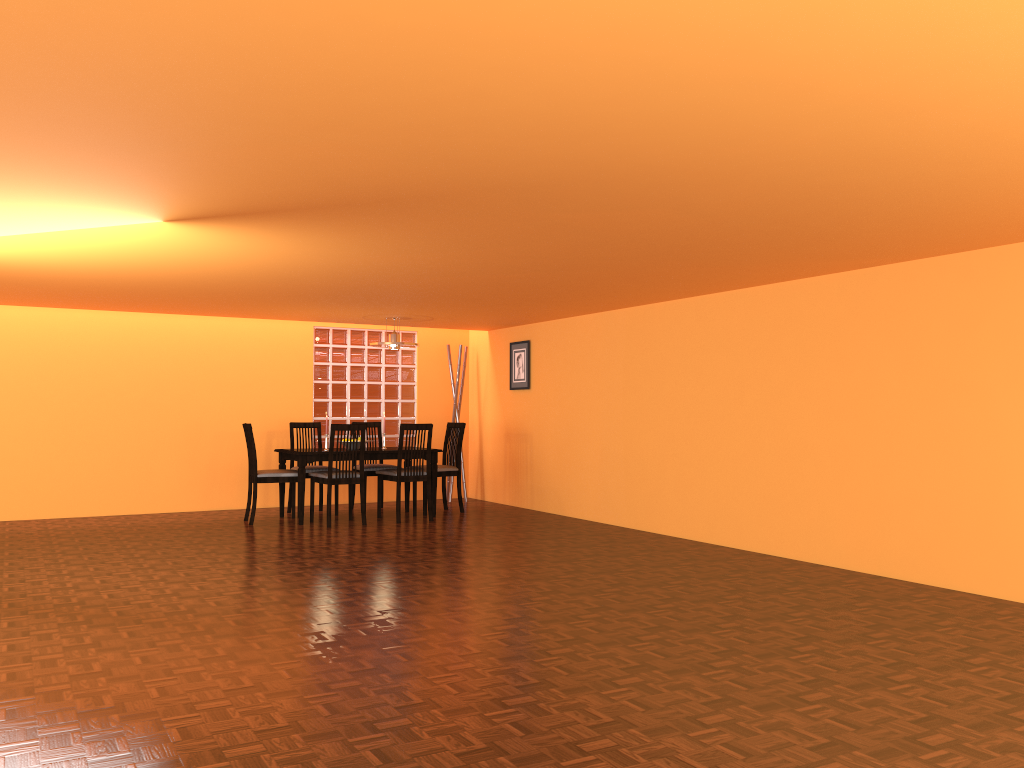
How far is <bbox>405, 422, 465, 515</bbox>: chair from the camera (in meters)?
7.79

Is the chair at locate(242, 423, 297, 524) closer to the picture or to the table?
the table

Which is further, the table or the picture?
the picture

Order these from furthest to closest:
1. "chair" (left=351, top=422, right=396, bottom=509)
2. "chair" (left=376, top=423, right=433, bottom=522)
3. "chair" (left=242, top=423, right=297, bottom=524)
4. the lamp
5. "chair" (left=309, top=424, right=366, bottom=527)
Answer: "chair" (left=351, top=422, right=396, bottom=509)
the lamp
"chair" (left=376, top=423, right=433, bottom=522)
"chair" (left=242, top=423, right=297, bottom=524)
"chair" (left=309, top=424, right=366, bottom=527)

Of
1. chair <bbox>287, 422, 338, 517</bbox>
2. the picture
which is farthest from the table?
the picture

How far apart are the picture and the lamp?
1.24m

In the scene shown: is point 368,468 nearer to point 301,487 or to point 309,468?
point 309,468

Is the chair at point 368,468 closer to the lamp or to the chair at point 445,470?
the chair at point 445,470

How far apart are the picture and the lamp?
1.2 meters

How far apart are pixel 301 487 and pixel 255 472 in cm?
39
